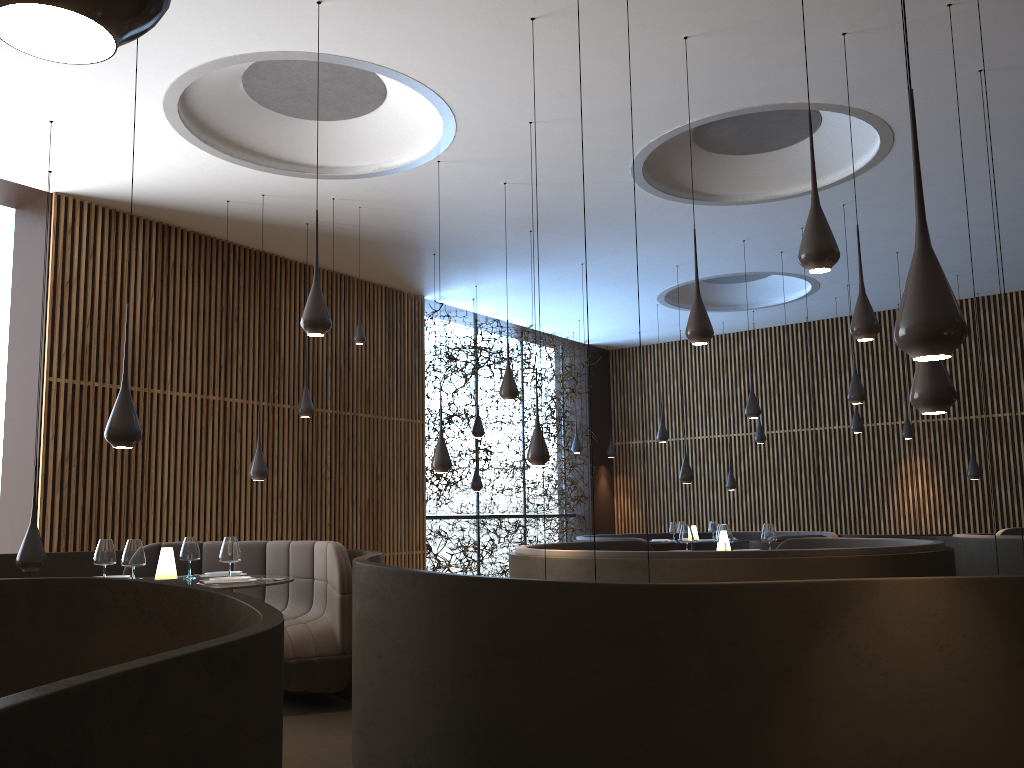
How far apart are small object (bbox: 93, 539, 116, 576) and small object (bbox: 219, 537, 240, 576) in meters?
0.7

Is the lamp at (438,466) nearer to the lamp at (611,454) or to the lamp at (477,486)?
the lamp at (477,486)

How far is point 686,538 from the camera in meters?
8.5 m

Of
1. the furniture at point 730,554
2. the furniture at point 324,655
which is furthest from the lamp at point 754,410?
the furniture at point 324,655

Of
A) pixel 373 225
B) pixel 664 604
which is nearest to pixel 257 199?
pixel 373 225

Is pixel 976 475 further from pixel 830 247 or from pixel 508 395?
pixel 830 247

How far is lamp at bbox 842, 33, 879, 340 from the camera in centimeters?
598cm

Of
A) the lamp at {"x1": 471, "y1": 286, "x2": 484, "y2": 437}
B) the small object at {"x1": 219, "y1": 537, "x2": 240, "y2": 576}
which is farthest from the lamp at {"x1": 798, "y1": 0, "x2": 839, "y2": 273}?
the lamp at {"x1": 471, "y1": 286, "x2": 484, "y2": 437}

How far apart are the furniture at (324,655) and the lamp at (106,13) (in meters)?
5.46

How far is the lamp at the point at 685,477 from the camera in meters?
11.6
